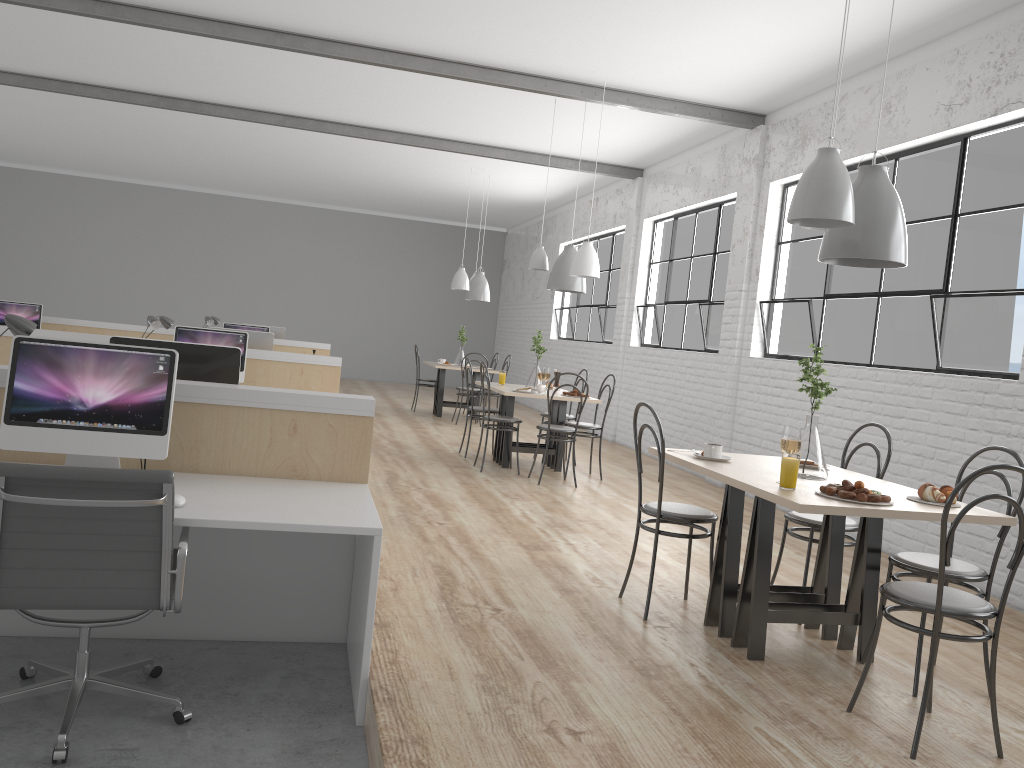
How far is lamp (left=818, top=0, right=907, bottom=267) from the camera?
2.66m

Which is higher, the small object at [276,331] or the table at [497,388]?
the small object at [276,331]

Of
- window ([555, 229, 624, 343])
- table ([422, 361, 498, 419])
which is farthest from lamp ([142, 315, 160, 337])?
window ([555, 229, 624, 343])

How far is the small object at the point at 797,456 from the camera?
2.4 meters

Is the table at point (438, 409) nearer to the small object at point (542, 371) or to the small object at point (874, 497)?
the small object at point (542, 371)

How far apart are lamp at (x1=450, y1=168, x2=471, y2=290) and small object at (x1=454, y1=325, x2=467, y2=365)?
0.73m

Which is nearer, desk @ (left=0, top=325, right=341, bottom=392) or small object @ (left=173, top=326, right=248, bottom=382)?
small object @ (left=173, top=326, right=248, bottom=382)

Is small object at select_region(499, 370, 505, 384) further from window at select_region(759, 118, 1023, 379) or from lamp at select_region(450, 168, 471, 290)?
lamp at select_region(450, 168, 471, 290)

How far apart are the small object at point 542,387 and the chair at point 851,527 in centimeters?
264cm

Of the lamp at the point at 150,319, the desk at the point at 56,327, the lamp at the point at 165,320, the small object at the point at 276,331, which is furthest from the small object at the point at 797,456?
the small object at the point at 276,331
